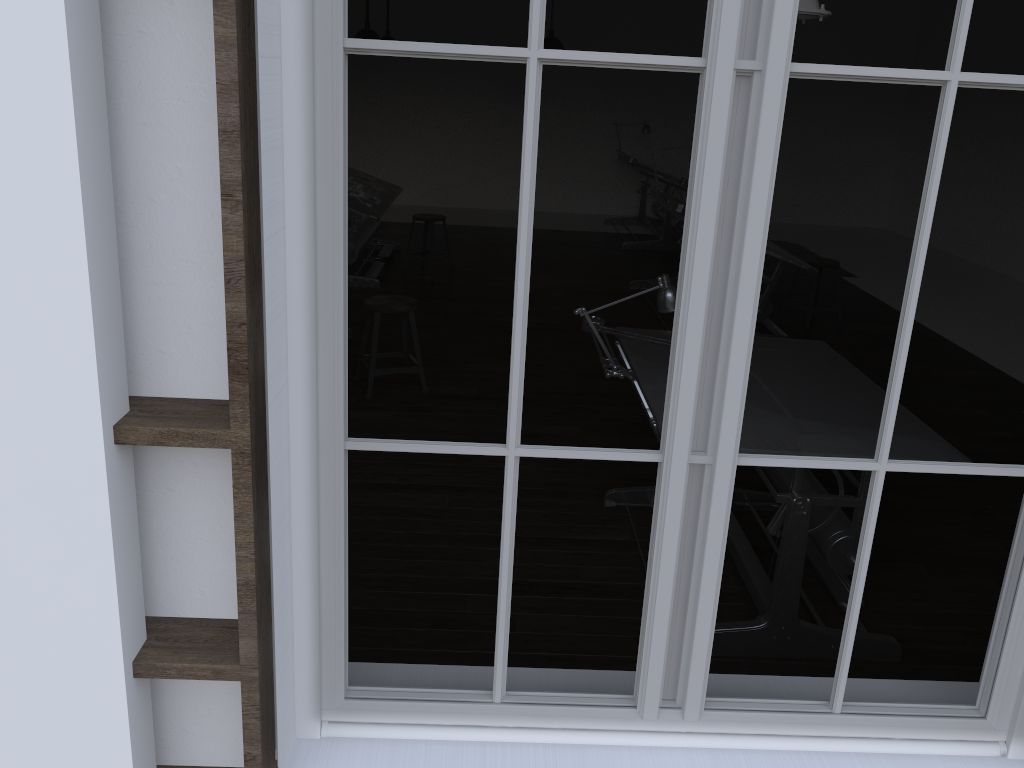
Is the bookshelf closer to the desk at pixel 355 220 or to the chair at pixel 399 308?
the chair at pixel 399 308

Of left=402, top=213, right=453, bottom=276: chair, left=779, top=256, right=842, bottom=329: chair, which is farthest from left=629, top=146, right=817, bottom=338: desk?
left=402, top=213, right=453, bottom=276: chair

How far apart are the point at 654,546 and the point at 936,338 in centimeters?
620cm

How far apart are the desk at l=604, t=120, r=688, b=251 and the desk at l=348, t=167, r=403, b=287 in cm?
248

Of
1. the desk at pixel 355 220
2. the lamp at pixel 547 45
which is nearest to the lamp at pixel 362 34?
the desk at pixel 355 220

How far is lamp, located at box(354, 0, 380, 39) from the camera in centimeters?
767cm

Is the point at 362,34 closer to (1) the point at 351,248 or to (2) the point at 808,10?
(1) the point at 351,248

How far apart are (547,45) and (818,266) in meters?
2.9 m

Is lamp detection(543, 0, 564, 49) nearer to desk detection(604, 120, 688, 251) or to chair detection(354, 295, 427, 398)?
desk detection(604, 120, 688, 251)

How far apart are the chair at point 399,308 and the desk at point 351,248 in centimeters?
91cm
